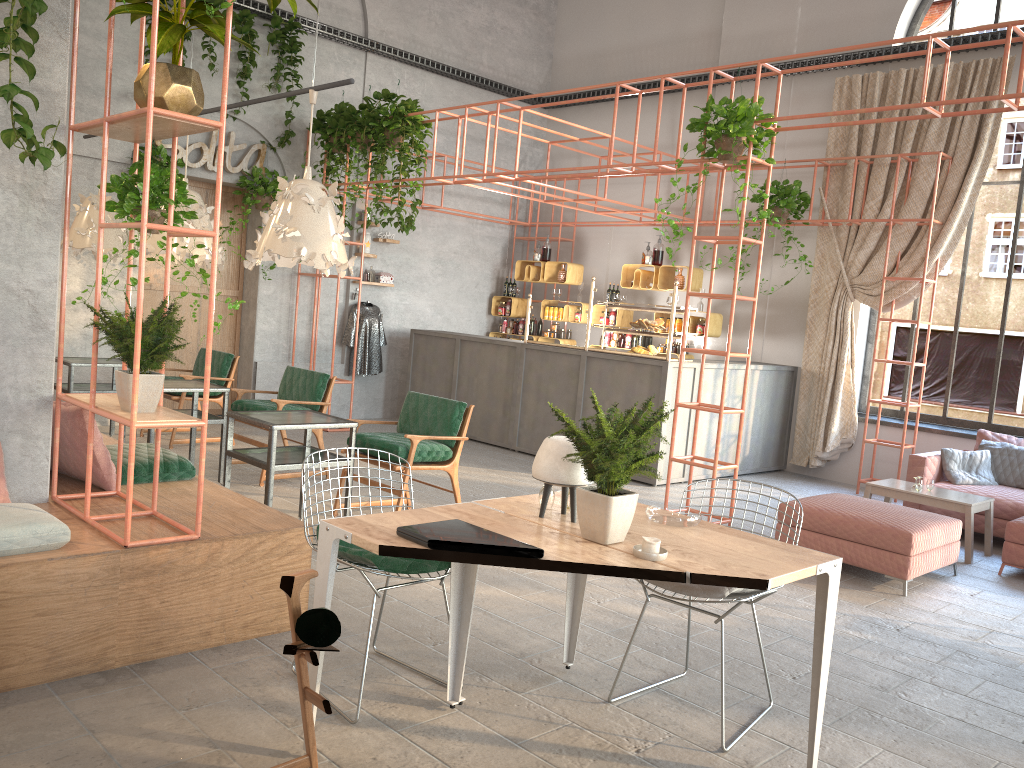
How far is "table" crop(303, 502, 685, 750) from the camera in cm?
281

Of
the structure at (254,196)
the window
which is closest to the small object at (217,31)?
the structure at (254,196)

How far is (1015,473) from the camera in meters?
7.8 m

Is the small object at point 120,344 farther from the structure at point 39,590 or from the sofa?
the sofa

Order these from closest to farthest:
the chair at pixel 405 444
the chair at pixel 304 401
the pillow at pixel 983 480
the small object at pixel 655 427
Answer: the small object at pixel 655 427, the chair at pixel 405 444, the chair at pixel 304 401, the pillow at pixel 983 480

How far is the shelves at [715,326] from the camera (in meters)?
10.43

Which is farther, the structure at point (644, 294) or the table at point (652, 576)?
the structure at point (644, 294)

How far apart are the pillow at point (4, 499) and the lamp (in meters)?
2.02

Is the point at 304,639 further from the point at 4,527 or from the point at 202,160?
the point at 202,160

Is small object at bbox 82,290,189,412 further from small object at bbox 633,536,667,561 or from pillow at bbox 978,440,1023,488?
pillow at bbox 978,440,1023,488
